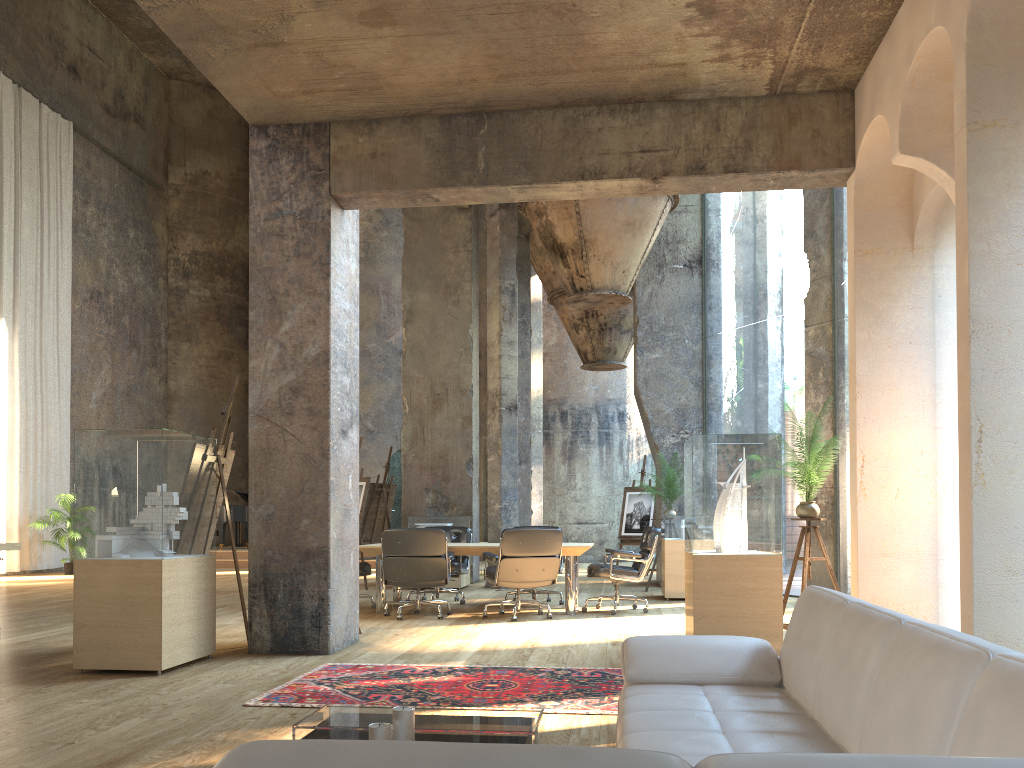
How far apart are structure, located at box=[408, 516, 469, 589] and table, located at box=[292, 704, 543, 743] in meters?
8.6

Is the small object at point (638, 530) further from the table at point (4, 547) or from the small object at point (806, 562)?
the table at point (4, 547)

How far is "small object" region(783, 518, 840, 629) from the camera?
6.42m

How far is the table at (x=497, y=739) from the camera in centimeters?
294cm

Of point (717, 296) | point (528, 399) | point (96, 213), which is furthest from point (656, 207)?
point (717, 296)

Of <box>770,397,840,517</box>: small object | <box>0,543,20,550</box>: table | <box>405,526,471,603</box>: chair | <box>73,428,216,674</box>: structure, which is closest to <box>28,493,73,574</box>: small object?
<box>73,428,216,674</box>: structure

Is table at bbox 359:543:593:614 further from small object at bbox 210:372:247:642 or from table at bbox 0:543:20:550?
table at bbox 0:543:20:550

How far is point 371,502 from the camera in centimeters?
1349cm

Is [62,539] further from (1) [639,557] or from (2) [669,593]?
(1) [639,557]

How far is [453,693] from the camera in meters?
4.7 m
